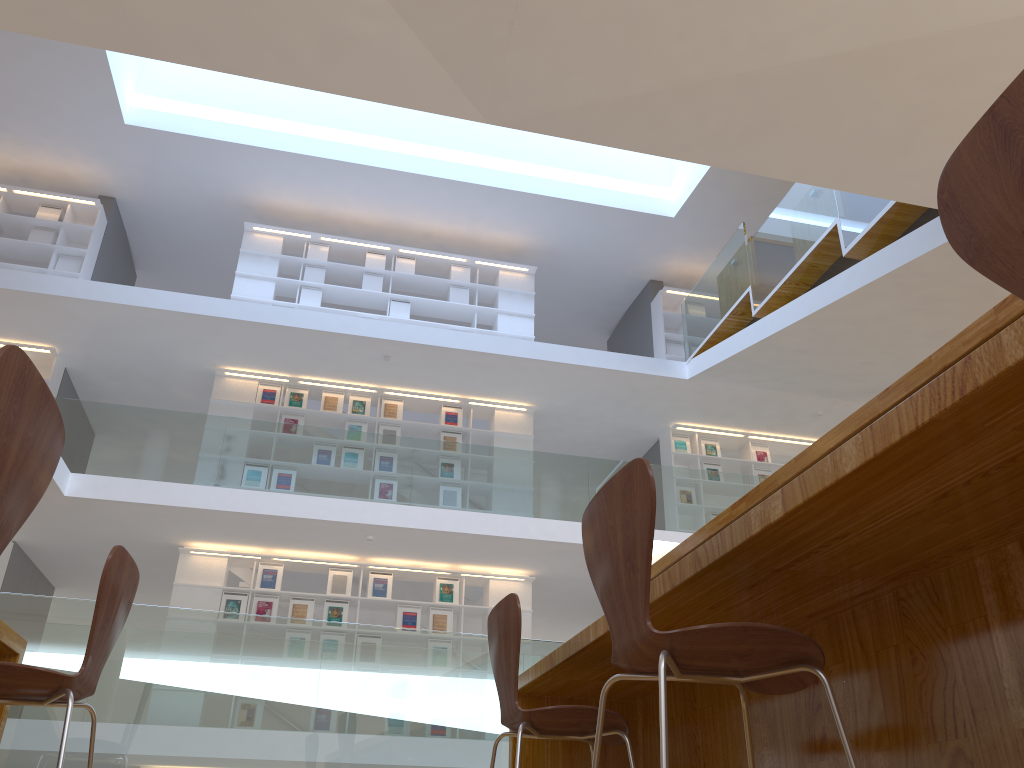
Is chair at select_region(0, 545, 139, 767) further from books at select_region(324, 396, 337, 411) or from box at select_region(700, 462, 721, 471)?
box at select_region(700, 462, 721, 471)

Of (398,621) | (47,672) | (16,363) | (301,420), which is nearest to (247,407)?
(301,420)

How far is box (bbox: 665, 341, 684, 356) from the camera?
11.59m

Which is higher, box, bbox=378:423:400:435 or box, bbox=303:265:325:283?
box, bbox=303:265:325:283

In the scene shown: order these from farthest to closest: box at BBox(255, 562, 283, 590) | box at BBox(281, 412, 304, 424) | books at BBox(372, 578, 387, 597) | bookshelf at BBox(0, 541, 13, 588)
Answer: box at BBox(281, 412, 304, 424) < books at BBox(372, 578, 387, 597) < box at BBox(255, 562, 283, 590) < bookshelf at BBox(0, 541, 13, 588)

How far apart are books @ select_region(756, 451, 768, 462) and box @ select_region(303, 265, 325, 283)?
5.9 meters

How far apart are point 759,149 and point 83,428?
6.5 meters

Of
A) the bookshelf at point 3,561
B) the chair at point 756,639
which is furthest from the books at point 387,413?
the chair at point 756,639

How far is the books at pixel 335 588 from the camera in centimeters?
912cm

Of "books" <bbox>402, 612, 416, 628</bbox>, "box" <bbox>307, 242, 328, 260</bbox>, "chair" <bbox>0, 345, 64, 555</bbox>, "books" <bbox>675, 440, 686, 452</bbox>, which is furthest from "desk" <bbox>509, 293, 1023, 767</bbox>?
"box" <bbox>307, 242, 328, 260</bbox>
